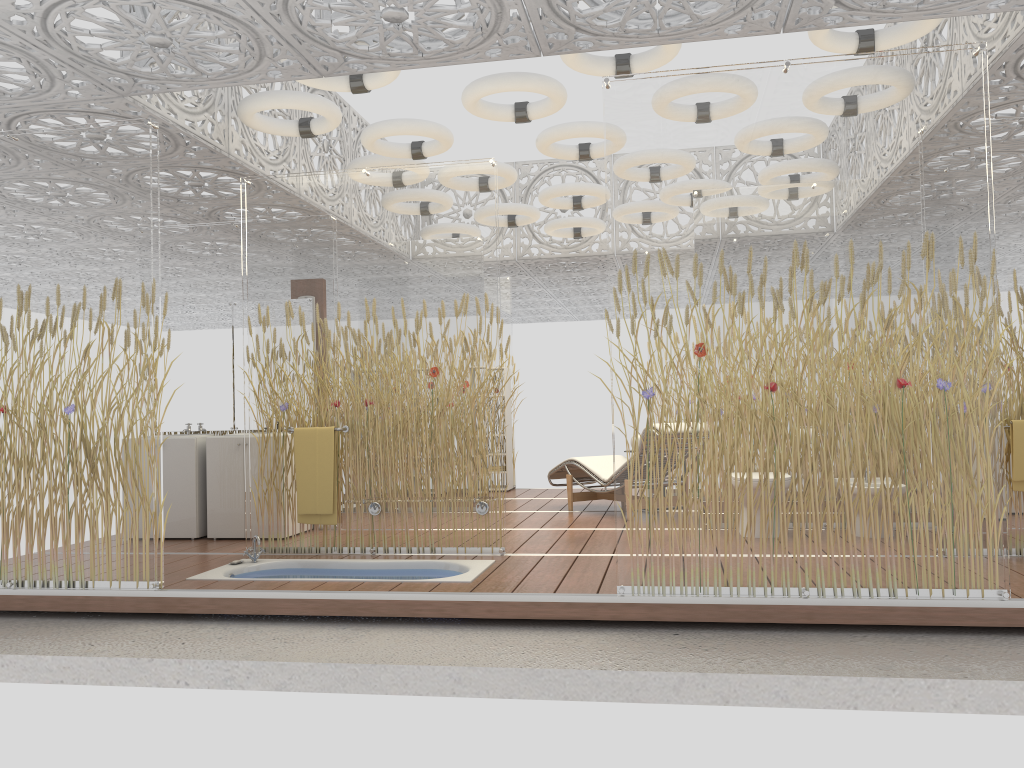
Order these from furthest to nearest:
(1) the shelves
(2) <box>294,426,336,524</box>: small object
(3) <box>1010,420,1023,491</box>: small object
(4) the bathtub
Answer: (1) the shelves, (2) <box>294,426,336,524</box>: small object, (4) the bathtub, (3) <box>1010,420,1023,491</box>: small object

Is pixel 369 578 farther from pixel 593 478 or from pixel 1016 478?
pixel 1016 478

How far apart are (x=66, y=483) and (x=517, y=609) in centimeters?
262cm

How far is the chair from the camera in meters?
7.9

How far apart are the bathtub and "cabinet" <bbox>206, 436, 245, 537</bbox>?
1.11m

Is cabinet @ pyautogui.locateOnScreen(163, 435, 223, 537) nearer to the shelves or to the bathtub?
the bathtub

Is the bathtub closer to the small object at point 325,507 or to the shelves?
the small object at point 325,507

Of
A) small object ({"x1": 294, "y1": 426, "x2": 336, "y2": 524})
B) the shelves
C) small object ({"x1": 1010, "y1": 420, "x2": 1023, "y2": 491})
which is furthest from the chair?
small object ({"x1": 1010, "y1": 420, "x2": 1023, "y2": 491})

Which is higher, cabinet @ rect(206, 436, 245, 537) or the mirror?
the mirror

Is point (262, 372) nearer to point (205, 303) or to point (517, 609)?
point (205, 303)
